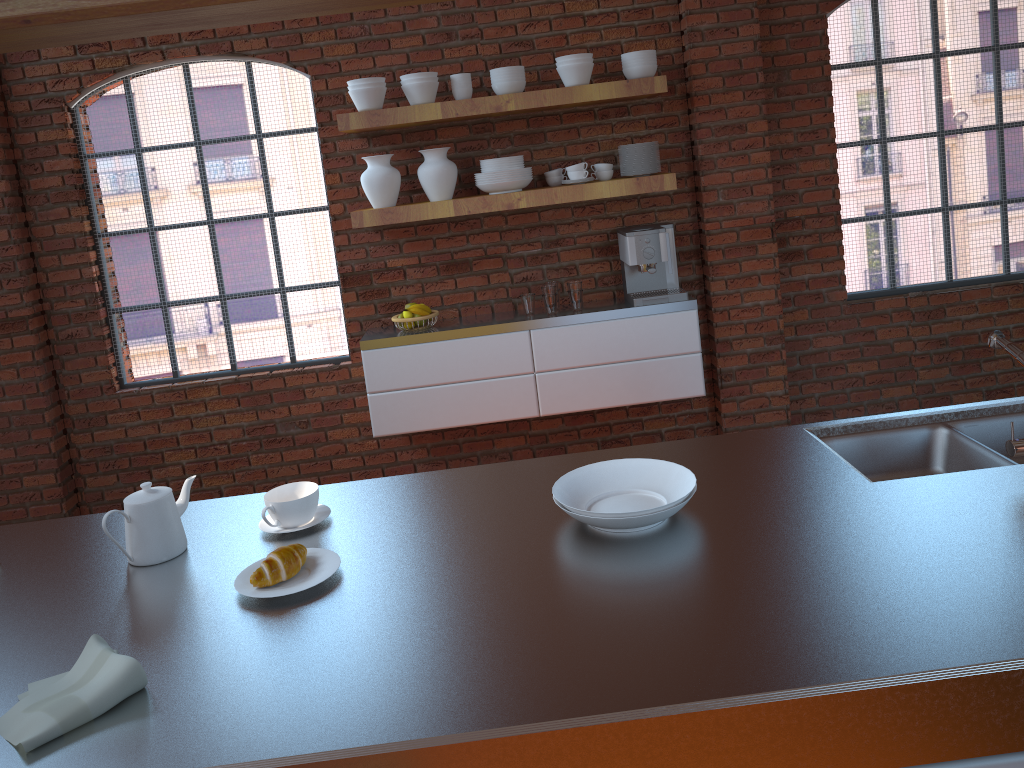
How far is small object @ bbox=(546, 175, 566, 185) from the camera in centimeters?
425cm

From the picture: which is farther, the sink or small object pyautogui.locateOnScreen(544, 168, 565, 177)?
small object pyautogui.locateOnScreen(544, 168, 565, 177)

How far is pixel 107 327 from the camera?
4.5m

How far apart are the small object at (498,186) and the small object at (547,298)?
0.5 meters

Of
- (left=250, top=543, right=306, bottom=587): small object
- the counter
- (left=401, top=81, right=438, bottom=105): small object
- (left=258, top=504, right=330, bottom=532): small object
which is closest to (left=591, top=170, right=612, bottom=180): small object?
(left=401, top=81, right=438, bottom=105): small object

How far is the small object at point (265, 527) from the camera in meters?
1.9 m

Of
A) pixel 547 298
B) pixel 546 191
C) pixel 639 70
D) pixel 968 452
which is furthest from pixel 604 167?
pixel 968 452

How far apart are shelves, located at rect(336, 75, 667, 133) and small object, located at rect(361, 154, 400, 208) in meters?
0.1 m

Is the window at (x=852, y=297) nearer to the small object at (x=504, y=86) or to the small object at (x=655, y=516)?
the small object at (x=504, y=86)

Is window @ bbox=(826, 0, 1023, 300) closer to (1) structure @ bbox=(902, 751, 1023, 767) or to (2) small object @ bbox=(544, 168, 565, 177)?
(2) small object @ bbox=(544, 168, 565, 177)
